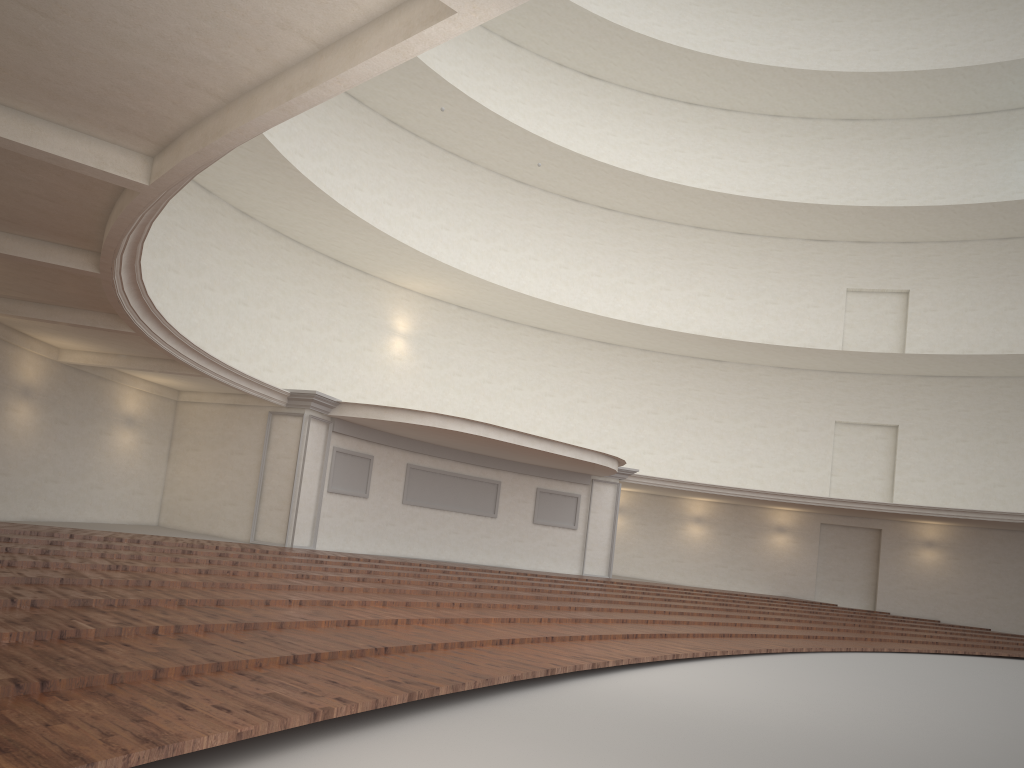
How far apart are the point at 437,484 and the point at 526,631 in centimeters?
1156cm

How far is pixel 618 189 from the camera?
26.6m

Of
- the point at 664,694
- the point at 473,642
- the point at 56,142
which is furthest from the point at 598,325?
the point at 56,142
